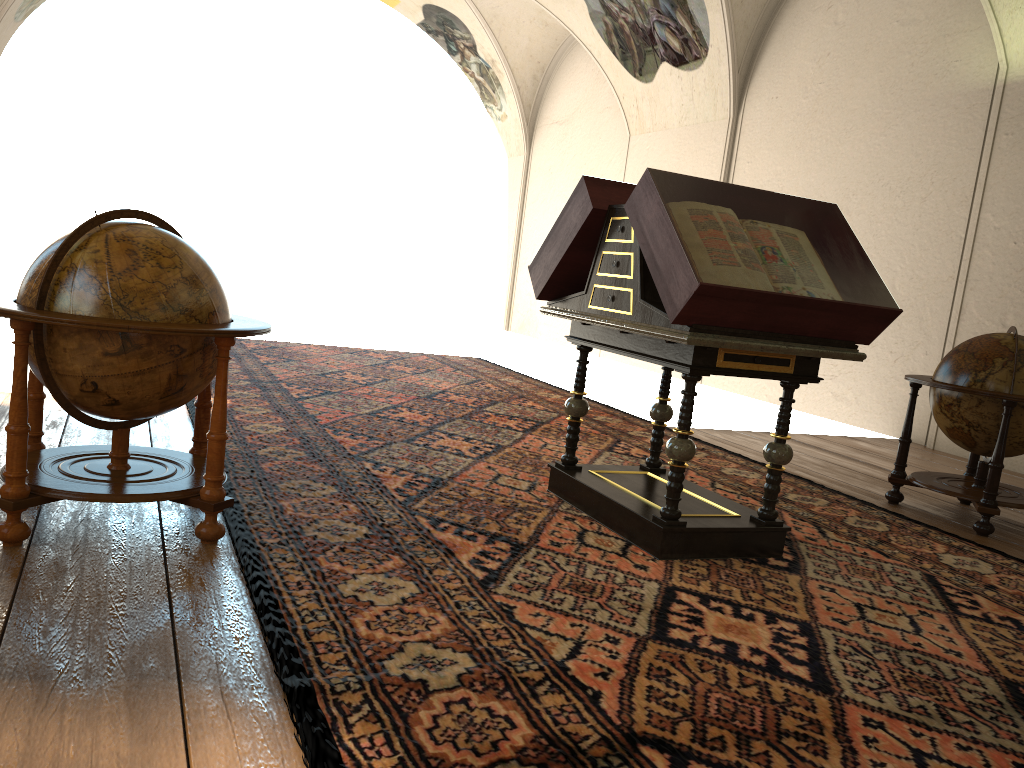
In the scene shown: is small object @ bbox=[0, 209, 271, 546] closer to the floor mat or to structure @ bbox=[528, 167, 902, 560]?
the floor mat

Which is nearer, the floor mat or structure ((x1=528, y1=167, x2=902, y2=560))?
the floor mat

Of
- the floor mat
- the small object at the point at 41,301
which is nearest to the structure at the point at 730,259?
the floor mat

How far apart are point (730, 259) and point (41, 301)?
3.04m

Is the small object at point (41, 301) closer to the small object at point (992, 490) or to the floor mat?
the floor mat

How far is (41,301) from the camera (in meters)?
3.63

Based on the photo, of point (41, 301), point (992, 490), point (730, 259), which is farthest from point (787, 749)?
point (992, 490)

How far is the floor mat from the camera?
2.7m

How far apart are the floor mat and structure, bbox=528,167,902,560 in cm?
5

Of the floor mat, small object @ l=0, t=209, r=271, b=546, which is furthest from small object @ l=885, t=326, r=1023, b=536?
small object @ l=0, t=209, r=271, b=546
